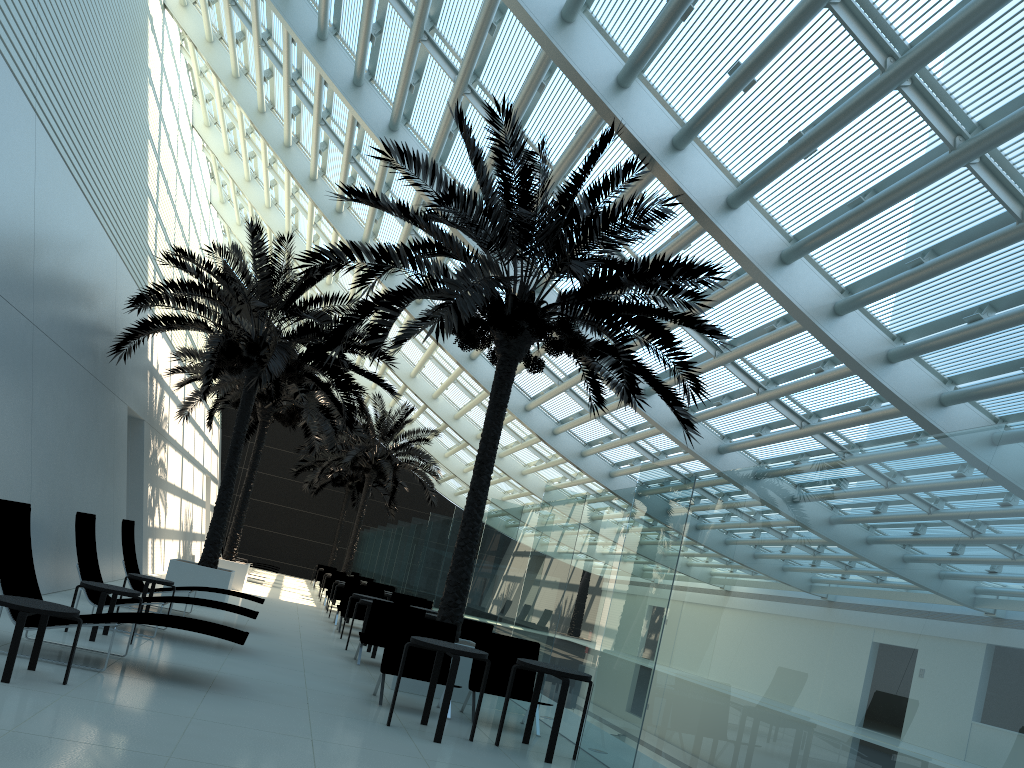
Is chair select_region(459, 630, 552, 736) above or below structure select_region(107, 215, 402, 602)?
below

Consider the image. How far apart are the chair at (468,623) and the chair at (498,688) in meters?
2.3 m

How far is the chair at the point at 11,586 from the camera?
6.7 meters

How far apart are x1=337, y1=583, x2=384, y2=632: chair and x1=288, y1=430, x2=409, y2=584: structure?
19.1 meters

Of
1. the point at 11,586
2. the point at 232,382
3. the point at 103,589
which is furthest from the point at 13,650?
the point at 232,382

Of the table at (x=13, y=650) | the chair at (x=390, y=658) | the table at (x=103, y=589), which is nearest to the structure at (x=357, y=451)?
the table at (x=103, y=589)

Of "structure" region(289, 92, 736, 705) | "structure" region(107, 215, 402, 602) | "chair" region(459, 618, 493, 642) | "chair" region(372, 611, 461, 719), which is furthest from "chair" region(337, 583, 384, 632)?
"chair" region(372, 611, 461, 719)

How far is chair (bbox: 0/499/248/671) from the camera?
6.7 meters

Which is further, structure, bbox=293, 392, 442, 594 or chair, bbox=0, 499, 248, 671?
structure, bbox=293, 392, 442, 594

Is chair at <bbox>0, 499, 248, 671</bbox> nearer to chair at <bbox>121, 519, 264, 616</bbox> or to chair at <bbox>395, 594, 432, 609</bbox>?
chair at <bbox>121, 519, 264, 616</bbox>
